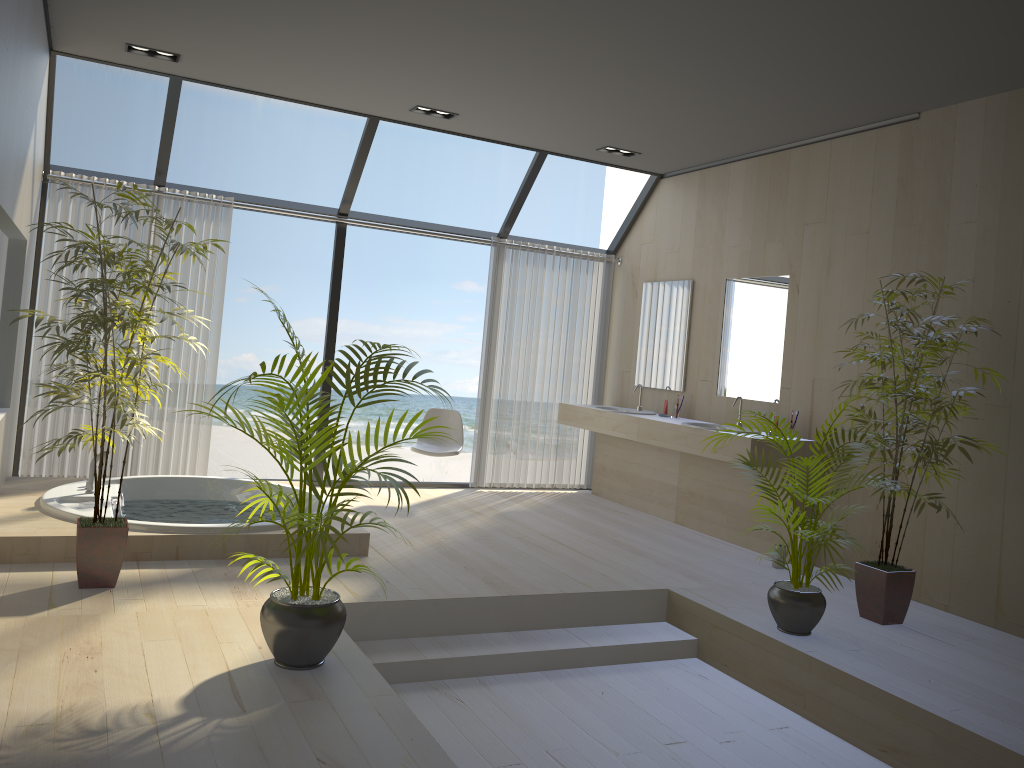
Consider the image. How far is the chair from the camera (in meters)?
6.61

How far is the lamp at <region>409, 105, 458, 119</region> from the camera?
6.00m

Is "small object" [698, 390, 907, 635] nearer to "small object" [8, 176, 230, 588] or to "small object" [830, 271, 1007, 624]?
"small object" [830, 271, 1007, 624]

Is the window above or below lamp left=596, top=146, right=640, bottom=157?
below

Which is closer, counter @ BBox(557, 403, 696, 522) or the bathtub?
the bathtub

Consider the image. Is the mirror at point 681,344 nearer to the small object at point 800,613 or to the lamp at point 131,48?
the small object at point 800,613

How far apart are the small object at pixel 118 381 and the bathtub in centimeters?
37cm

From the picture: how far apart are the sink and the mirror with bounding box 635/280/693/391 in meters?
0.7

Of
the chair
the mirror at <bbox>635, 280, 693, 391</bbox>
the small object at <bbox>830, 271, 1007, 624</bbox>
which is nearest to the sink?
the mirror at <bbox>635, 280, 693, 391</bbox>

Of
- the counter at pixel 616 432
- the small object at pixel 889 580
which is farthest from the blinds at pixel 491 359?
the small object at pixel 889 580
